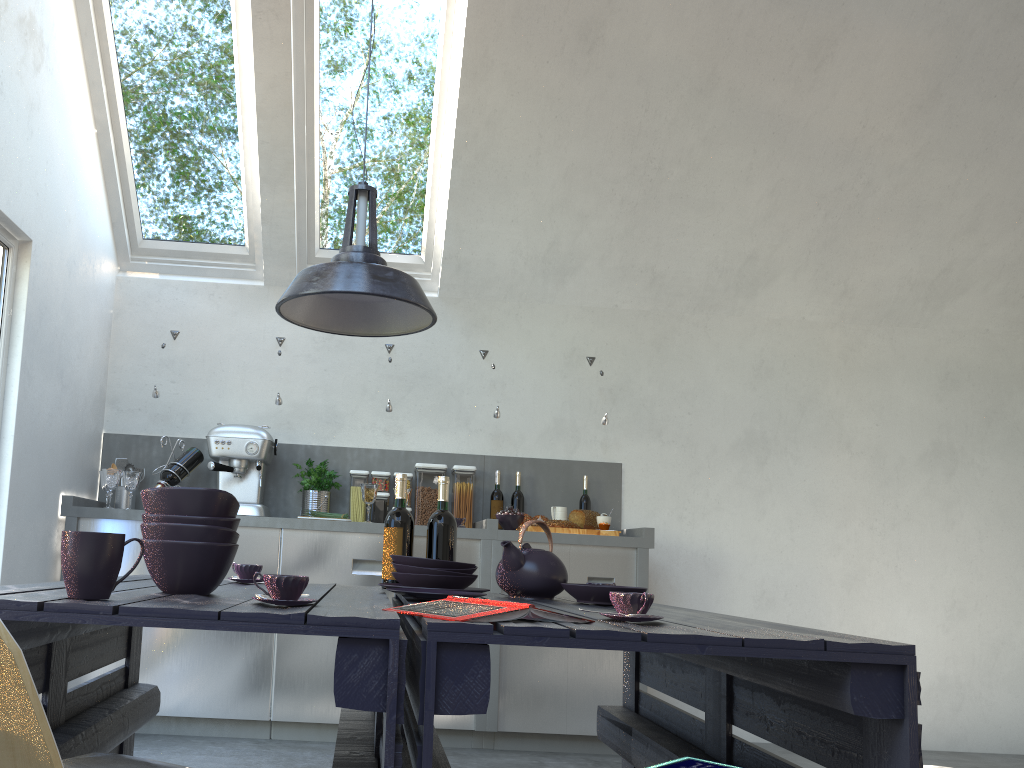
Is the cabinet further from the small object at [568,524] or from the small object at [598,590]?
the small object at [598,590]

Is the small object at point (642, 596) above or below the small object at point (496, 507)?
below

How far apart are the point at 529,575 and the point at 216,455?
2.3 meters

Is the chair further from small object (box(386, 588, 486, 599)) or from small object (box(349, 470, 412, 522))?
small object (box(349, 470, 412, 522))

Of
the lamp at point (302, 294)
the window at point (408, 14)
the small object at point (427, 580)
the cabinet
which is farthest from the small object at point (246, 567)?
the window at point (408, 14)

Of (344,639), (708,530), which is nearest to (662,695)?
(708,530)

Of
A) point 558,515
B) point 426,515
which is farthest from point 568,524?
point 426,515

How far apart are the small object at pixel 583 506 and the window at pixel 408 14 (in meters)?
1.46

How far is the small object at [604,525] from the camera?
4.4 meters

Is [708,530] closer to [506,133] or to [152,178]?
[506,133]
